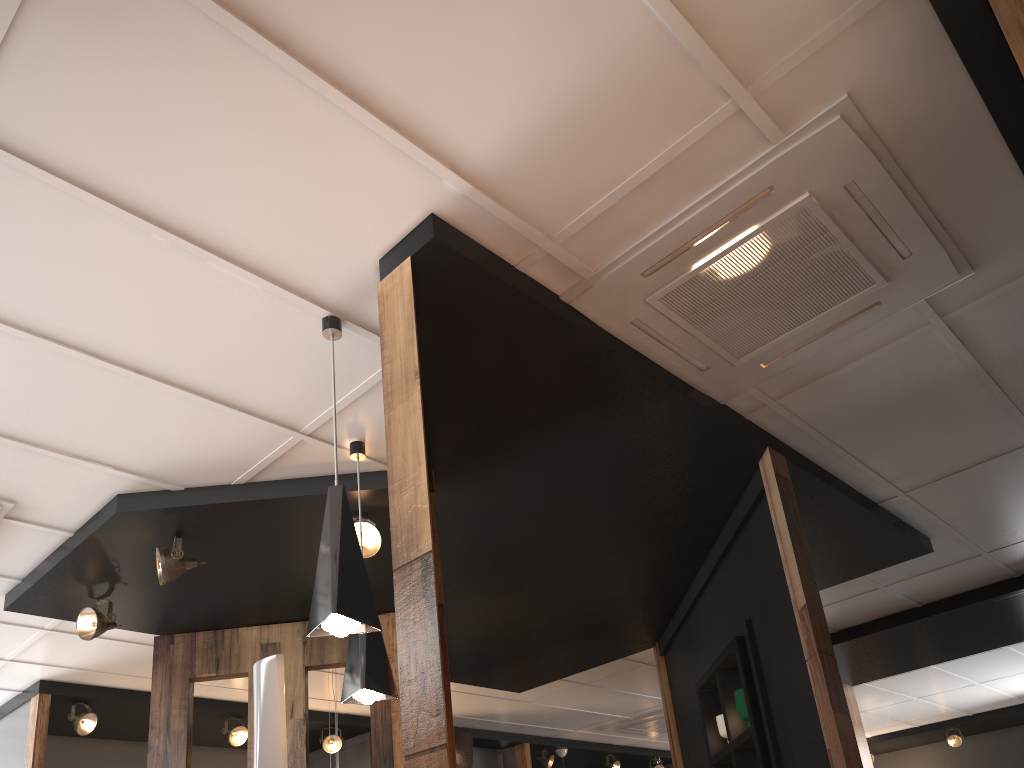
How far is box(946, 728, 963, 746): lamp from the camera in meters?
11.6

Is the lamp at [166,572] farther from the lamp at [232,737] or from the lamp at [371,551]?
the lamp at [232,737]

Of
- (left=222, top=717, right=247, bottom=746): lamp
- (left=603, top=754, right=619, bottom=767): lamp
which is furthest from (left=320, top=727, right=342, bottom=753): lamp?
(left=603, top=754, right=619, bottom=767): lamp

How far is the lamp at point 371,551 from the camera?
4.09m

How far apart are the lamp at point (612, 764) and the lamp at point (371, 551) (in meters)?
7.57

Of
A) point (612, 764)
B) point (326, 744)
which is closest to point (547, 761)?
point (612, 764)

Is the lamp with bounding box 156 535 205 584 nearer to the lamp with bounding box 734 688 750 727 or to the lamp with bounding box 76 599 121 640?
the lamp with bounding box 76 599 121 640

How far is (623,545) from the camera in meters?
4.9

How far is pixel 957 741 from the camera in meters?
11.6 m

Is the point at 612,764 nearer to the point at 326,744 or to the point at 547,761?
the point at 547,761
